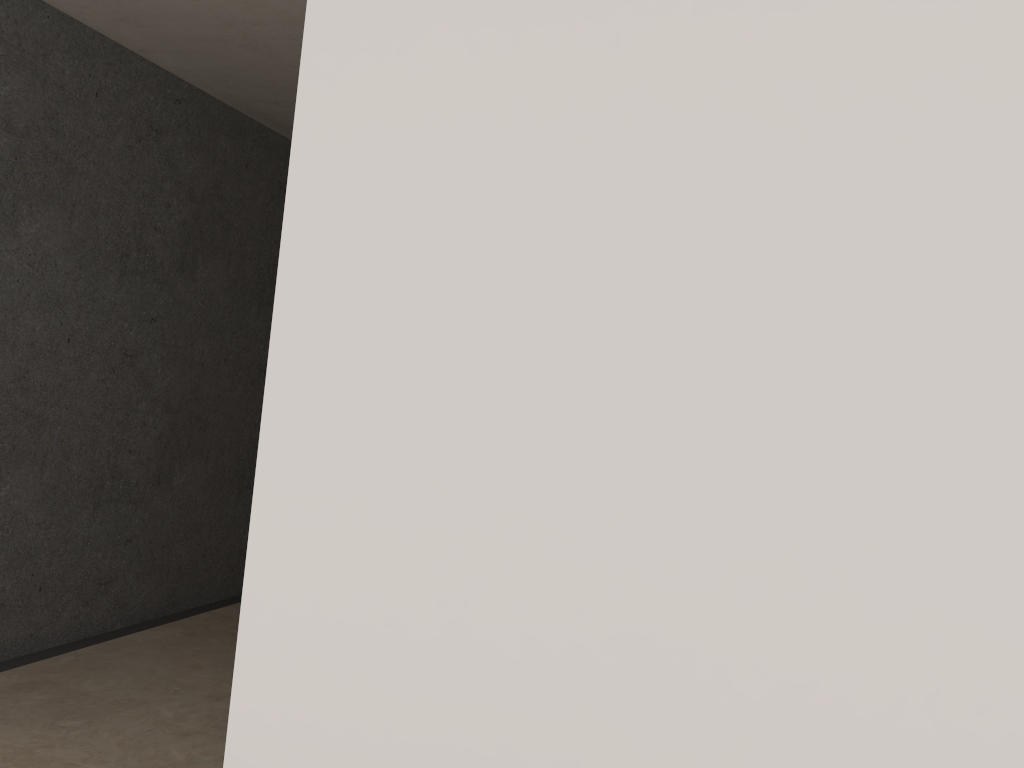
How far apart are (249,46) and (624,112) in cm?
249

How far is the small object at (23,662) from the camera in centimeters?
342cm

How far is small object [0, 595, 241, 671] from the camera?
3.4m
